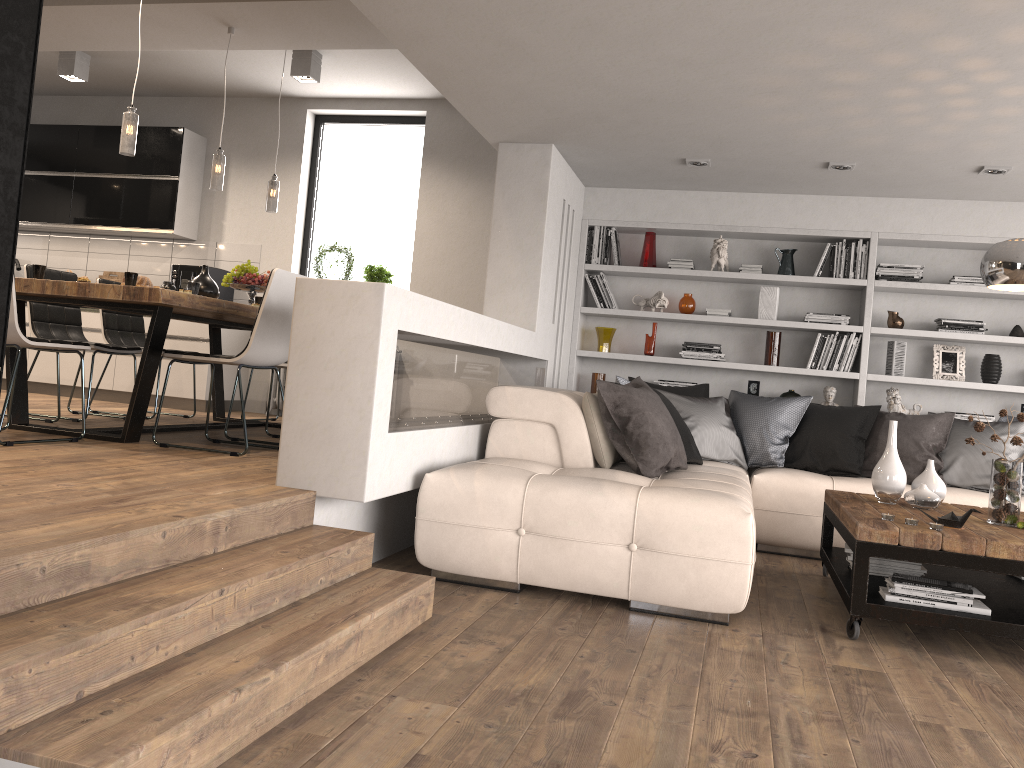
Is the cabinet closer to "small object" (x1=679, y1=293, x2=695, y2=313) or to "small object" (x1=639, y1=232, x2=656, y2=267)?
"small object" (x1=639, y1=232, x2=656, y2=267)

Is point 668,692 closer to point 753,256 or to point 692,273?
point 692,273

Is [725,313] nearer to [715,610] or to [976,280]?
[976,280]

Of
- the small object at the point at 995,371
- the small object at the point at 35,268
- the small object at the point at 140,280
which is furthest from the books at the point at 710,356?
the small object at the point at 35,268

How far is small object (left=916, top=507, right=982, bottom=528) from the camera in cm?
352

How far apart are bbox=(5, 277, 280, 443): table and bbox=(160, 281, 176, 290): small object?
0.1m

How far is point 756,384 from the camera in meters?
6.7 m

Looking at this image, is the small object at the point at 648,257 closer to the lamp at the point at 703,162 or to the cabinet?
the lamp at the point at 703,162

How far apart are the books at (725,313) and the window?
2.54m

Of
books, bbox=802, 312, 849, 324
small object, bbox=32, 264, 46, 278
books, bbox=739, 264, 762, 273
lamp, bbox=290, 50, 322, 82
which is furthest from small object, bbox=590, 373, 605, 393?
small object, bbox=32, 264, 46, 278
